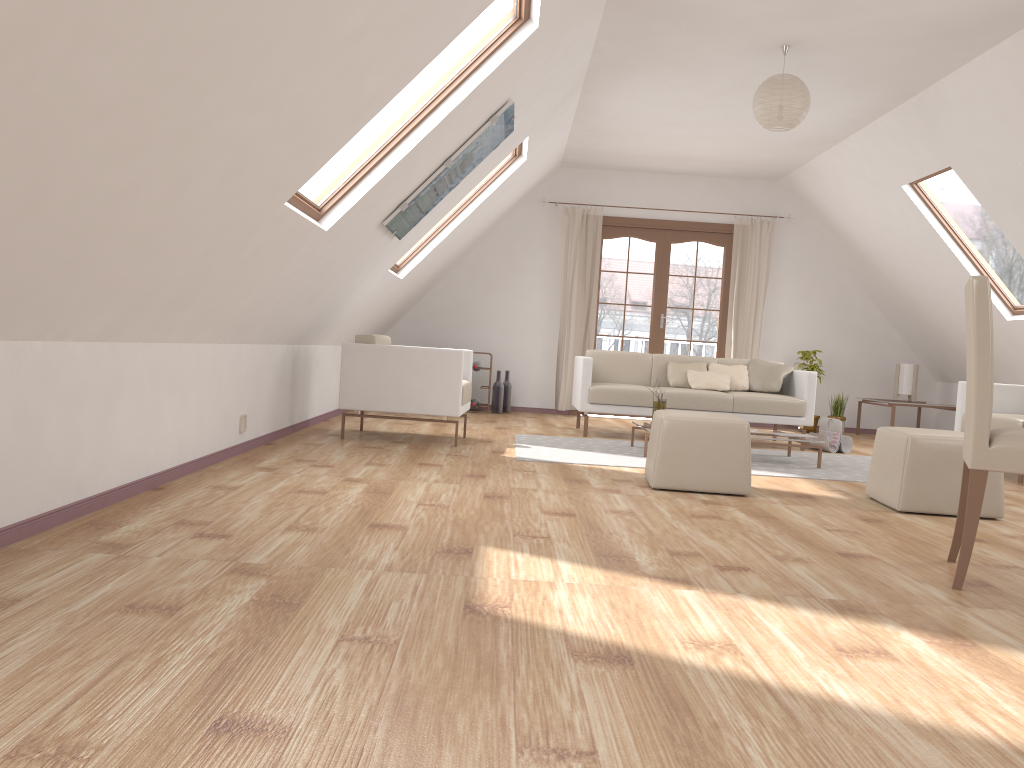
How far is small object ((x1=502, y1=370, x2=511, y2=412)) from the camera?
9.1m

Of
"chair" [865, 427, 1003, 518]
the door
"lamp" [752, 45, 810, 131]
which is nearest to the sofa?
the door

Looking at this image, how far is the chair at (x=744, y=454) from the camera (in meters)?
4.44

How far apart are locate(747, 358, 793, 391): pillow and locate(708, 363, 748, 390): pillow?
0.1 meters

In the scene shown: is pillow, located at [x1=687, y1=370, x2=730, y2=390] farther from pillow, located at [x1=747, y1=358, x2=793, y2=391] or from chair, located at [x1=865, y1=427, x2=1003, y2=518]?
chair, located at [x1=865, y1=427, x2=1003, y2=518]

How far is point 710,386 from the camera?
7.30m

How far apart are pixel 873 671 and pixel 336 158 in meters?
13.2 m

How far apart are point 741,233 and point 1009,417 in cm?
386

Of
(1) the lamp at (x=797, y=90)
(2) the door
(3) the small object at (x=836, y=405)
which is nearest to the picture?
(1) the lamp at (x=797, y=90)

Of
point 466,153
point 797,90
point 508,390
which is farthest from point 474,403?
point 797,90
